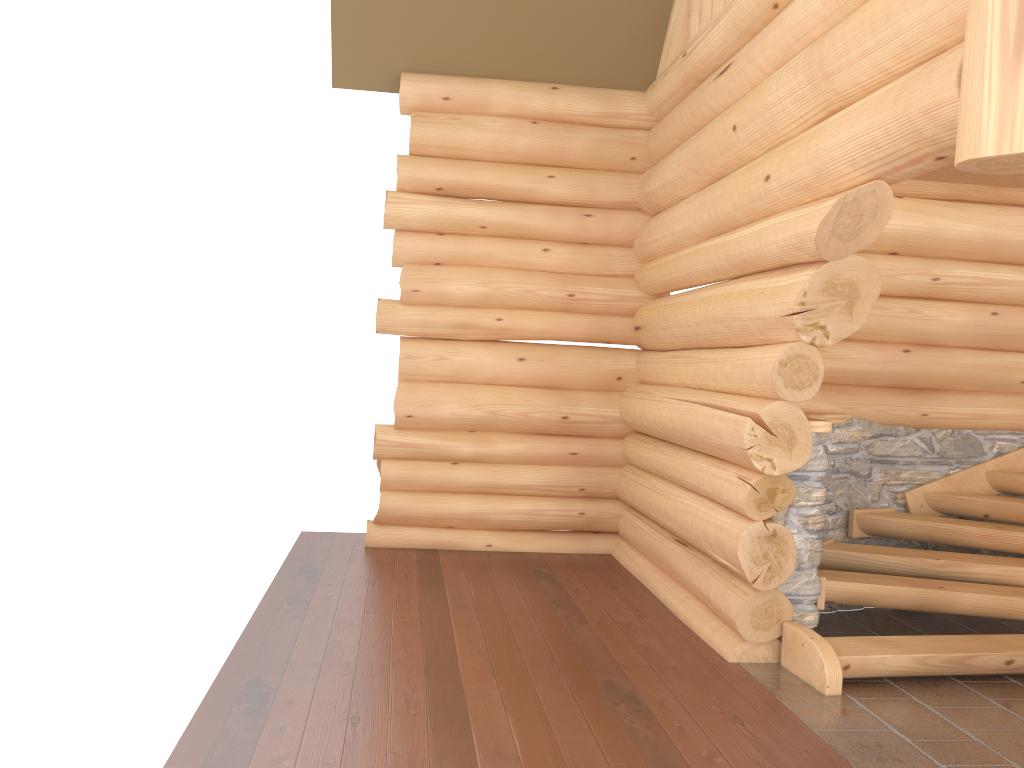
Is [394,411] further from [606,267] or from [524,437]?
[606,267]

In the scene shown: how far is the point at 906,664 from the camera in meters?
5.1

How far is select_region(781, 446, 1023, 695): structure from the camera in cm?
515

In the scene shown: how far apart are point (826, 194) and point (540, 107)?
3.98m

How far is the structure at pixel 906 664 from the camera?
5.1 meters
